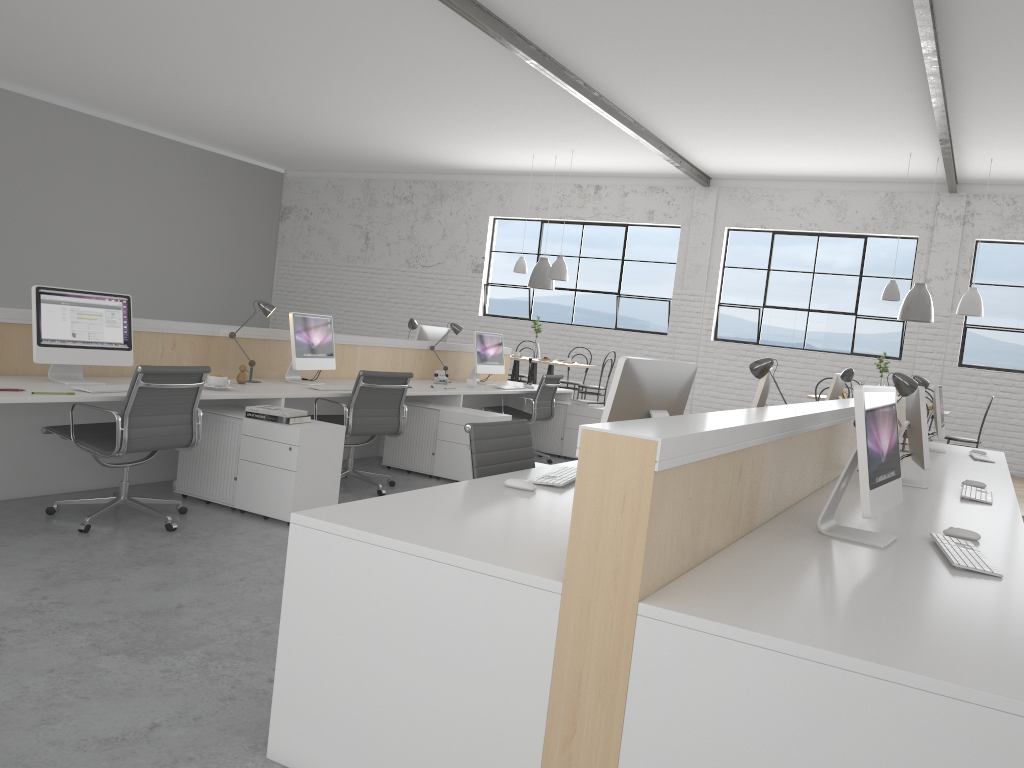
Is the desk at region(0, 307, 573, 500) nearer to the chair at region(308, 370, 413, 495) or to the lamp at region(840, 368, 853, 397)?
the chair at region(308, 370, 413, 495)

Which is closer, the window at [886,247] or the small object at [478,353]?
the small object at [478,353]

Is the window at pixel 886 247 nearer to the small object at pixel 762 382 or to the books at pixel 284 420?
the small object at pixel 762 382

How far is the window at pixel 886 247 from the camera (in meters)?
8.34

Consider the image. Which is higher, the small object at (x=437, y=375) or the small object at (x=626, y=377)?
the small object at (x=626, y=377)

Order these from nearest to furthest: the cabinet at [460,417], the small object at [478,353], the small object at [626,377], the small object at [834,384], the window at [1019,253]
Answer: the small object at [626,377], the cabinet at [460,417], the small object at [834,384], the small object at [478,353], the window at [1019,253]

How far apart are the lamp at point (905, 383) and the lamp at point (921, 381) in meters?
1.8

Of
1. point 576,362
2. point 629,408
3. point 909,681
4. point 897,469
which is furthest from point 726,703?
point 576,362

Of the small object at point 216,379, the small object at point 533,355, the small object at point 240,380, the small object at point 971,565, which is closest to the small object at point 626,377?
the small object at point 971,565

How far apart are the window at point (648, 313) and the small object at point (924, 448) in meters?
6.0 m
